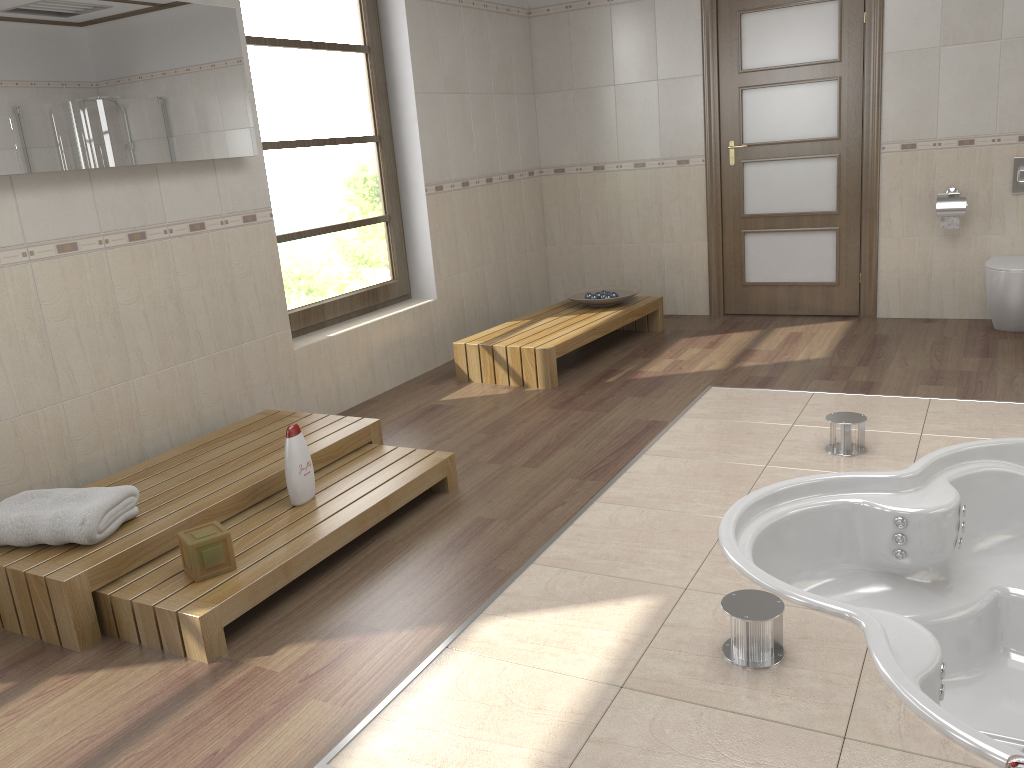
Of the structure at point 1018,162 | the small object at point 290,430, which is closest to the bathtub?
the small object at point 290,430

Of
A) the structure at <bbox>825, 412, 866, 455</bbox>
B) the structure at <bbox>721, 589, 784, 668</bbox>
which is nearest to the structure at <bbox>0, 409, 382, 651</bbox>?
the structure at <bbox>721, 589, 784, 668</bbox>

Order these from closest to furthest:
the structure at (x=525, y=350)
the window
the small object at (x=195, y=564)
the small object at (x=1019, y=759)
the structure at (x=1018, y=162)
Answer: the small object at (x=1019, y=759) < the small object at (x=195, y=564) < the window < the structure at (x=525, y=350) < the structure at (x=1018, y=162)

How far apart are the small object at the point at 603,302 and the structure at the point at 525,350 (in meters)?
0.04

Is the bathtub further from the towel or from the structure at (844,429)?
the towel

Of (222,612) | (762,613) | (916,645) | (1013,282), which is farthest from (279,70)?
(1013,282)

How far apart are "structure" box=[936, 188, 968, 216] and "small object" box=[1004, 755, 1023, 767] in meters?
4.2

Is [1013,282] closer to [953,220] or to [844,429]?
[953,220]

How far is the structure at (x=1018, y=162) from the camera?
5.0m

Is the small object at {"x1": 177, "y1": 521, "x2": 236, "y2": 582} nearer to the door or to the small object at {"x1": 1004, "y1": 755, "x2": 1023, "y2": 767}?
the small object at {"x1": 1004, "y1": 755, "x2": 1023, "y2": 767}
